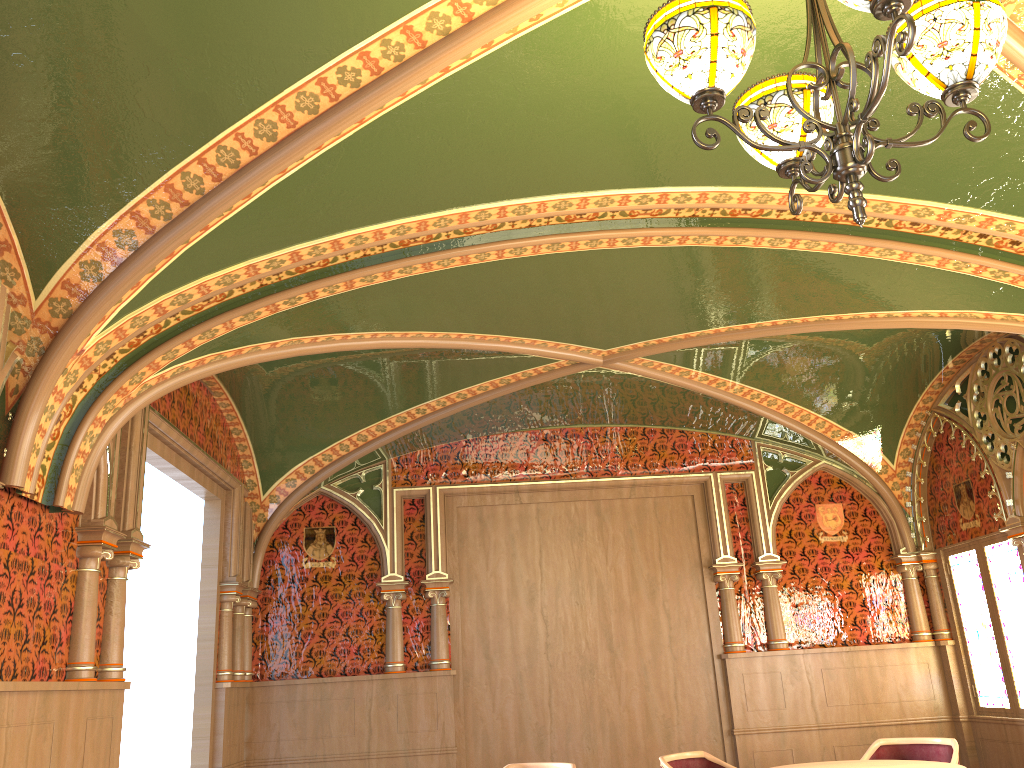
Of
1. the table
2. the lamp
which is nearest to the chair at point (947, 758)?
the table

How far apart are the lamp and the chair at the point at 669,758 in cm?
416

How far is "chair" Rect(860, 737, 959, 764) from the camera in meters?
5.8 m

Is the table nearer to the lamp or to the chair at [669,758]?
the chair at [669,758]

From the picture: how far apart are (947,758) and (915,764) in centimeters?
77cm

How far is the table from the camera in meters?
5.2

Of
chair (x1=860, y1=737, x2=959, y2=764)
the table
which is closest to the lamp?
the table

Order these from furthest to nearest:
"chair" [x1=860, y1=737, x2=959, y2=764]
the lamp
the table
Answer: "chair" [x1=860, y1=737, x2=959, y2=764]
the table
the lamp

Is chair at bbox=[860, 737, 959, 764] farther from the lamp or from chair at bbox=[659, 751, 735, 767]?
the lamp

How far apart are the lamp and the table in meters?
4.1
